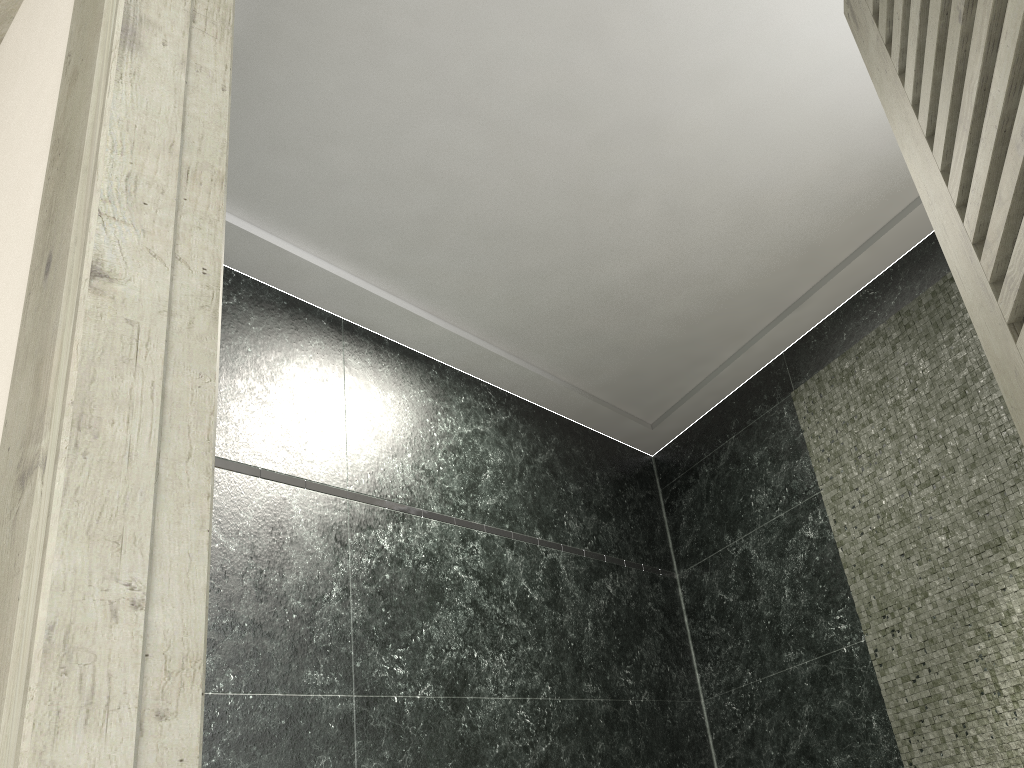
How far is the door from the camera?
0.81m

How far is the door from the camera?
0.81m

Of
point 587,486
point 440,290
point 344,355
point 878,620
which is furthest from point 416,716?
point 878,620
